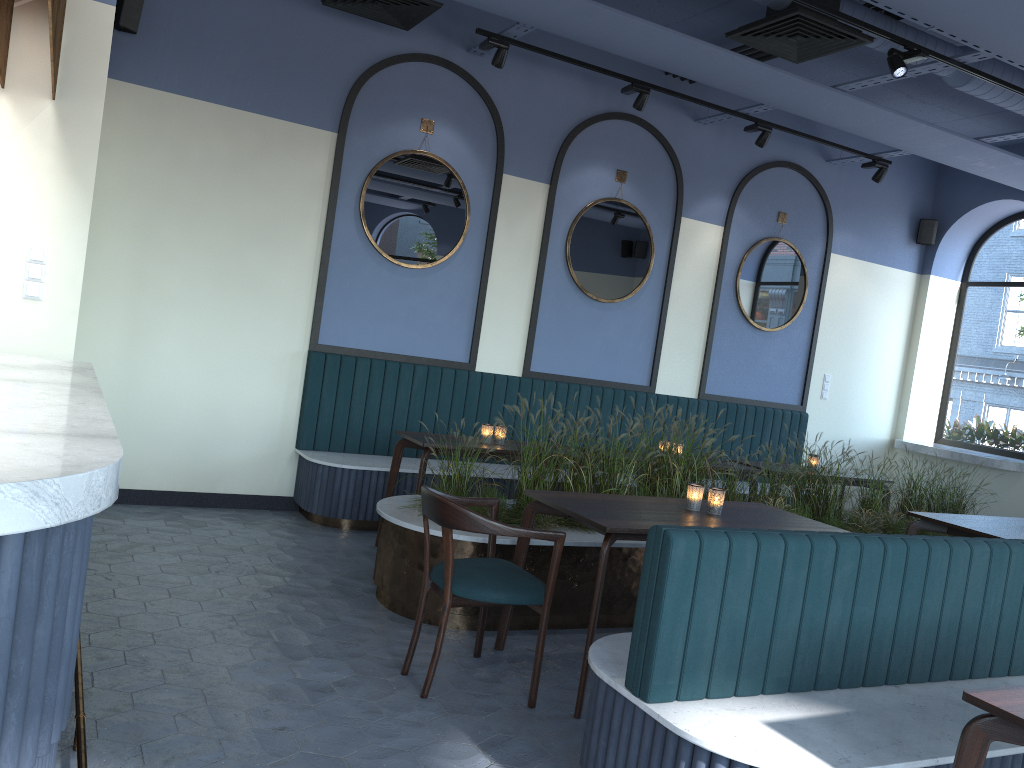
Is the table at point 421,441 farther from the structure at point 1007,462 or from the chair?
the structure at point 1007,462

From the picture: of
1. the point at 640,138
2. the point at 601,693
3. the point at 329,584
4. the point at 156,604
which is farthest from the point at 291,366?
the point at 601,693

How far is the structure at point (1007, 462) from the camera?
7.8 meters

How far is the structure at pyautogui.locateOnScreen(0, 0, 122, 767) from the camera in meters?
1.4 m

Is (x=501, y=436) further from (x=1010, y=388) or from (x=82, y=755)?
(x=1010, y=388)

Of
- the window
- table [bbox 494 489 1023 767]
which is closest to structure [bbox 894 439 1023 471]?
the window

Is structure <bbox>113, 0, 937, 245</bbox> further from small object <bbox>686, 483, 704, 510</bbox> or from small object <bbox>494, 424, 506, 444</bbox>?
small object <bbox>686, 483, 704, 510</bbox>

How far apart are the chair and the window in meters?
6.6 m

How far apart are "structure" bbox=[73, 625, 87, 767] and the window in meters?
8.3

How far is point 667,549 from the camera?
2.5 meters
